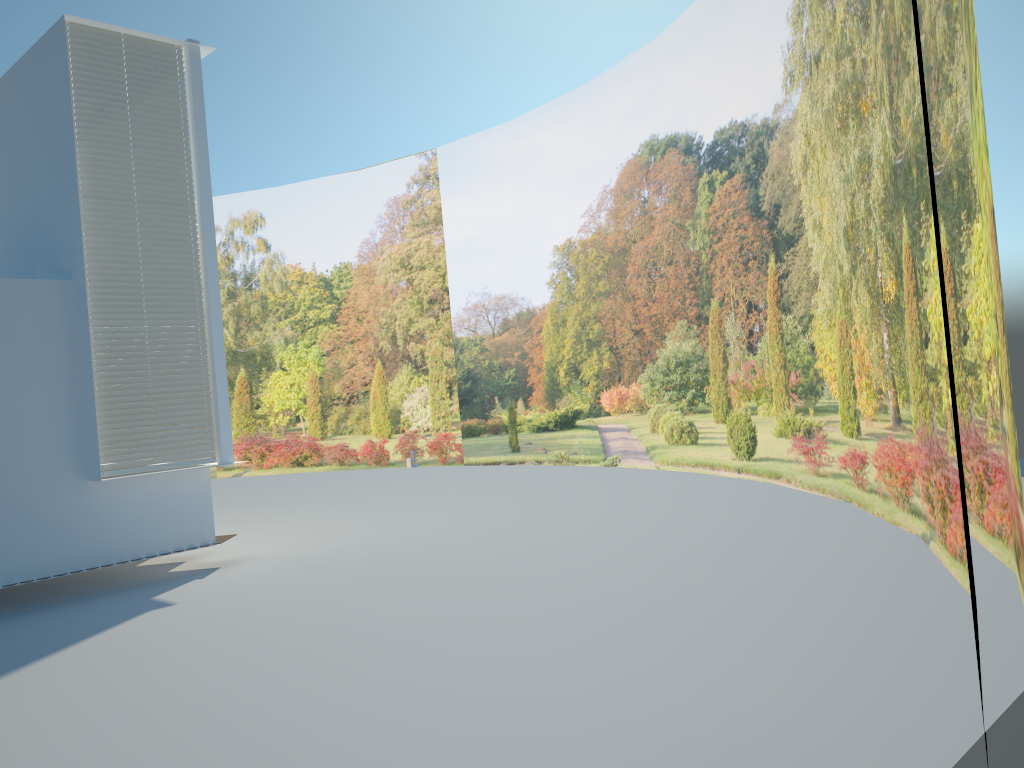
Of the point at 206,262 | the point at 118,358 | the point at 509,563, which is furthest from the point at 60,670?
the point at 206,262

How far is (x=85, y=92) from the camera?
8.2m

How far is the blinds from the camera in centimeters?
823cm

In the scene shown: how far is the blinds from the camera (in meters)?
A: 8.23

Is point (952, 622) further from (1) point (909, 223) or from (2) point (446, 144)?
(2) point (446, 144)
